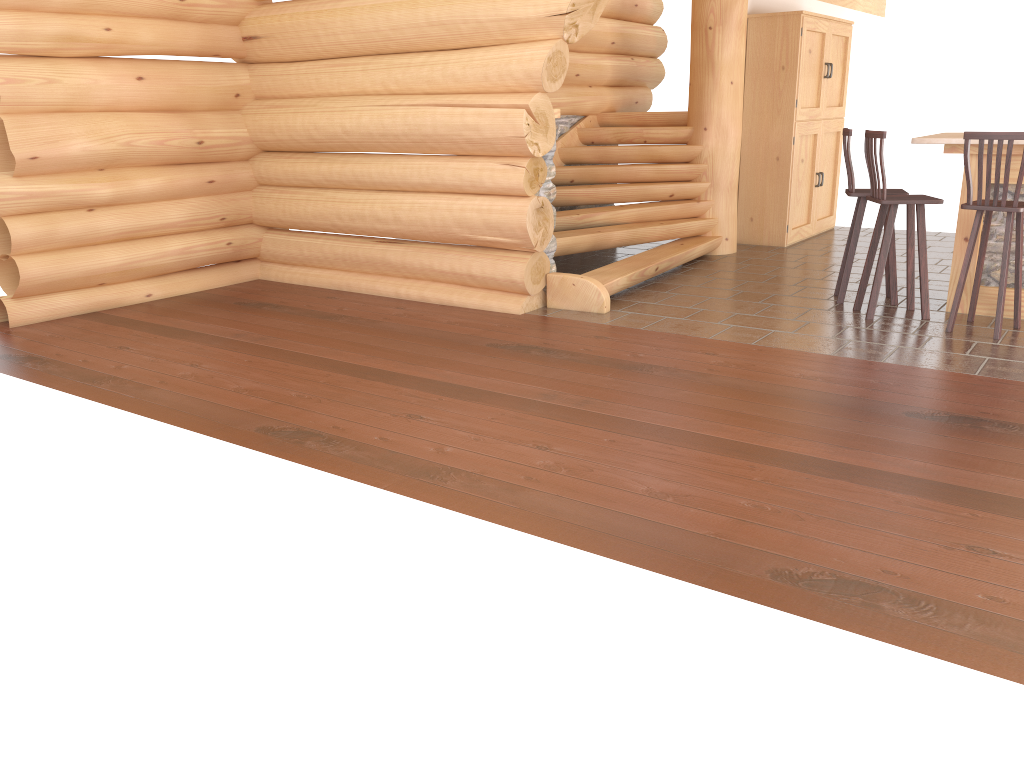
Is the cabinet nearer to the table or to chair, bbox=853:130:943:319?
the table

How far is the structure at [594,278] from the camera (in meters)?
7.14

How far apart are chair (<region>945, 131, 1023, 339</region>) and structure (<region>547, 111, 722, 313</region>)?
2.4m

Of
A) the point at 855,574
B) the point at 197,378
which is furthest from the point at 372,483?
the point at 197,378

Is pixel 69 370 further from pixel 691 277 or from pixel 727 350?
pixel 691 277

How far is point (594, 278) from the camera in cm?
714

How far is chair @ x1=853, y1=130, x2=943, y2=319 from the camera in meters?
6.2 m

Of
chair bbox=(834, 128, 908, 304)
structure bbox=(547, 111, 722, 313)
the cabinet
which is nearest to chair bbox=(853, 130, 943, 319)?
chair bbox=(834, 128, 908, 304)

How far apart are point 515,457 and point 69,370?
3.2 meters

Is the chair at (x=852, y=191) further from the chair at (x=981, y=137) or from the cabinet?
the cabinet
